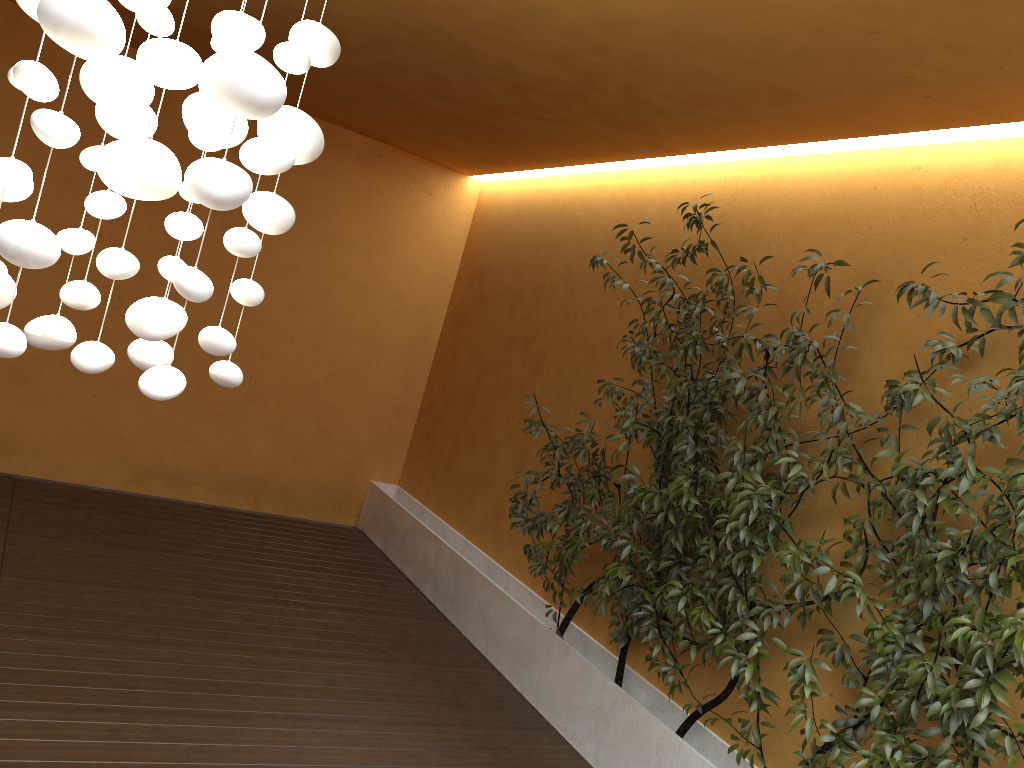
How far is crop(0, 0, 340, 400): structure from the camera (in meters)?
1.52

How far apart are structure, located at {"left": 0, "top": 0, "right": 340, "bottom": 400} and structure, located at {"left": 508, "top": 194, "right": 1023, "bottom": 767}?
1.93m

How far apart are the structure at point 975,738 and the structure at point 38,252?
1.9 meters

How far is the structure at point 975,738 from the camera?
2.6m

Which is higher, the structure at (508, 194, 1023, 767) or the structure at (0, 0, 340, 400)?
the structure at (0, 0, 340, 400)

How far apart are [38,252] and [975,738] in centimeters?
275cm

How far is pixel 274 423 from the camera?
6.8 meters

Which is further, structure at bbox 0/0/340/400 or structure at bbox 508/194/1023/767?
structure at bbox 508/194/1023/767

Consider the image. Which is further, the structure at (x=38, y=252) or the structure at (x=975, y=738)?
the structure at (x=975, y=738)
